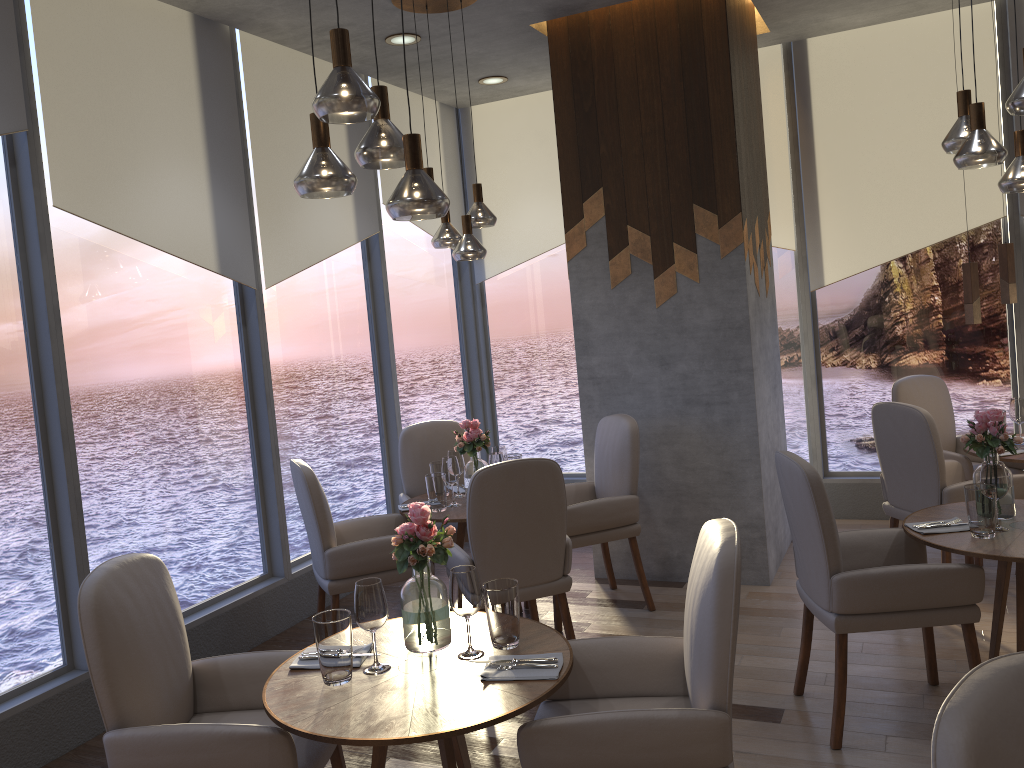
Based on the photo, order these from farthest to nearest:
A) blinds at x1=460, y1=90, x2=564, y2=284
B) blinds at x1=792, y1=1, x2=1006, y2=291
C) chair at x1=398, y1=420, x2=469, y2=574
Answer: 1. blinds at x1=460, y1=90, x2=564, y2=284
2. blinds at x1=792, y1=1, x2=1006, y2=291
3. chair at x1=398, y1=420, x2=469, y2=574

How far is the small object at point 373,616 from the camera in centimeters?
238cm

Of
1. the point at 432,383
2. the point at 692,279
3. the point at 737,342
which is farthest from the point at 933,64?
the point at 432,383

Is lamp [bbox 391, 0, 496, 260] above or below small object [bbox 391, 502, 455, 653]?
above

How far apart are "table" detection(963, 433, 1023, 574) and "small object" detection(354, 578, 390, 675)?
3.4m

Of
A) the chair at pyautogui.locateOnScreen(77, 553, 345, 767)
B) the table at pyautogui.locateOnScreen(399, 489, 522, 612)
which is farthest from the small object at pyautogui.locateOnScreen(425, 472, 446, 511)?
the chair at pyautogui.locateOnScreen(77, 553, 345, 767)

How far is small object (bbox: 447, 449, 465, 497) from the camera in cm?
459

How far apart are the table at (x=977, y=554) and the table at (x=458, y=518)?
1.89m

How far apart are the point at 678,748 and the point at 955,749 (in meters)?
0.99

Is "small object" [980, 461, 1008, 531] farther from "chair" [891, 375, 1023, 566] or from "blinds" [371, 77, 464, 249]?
"blinds" [371, 77, 464, 249]
